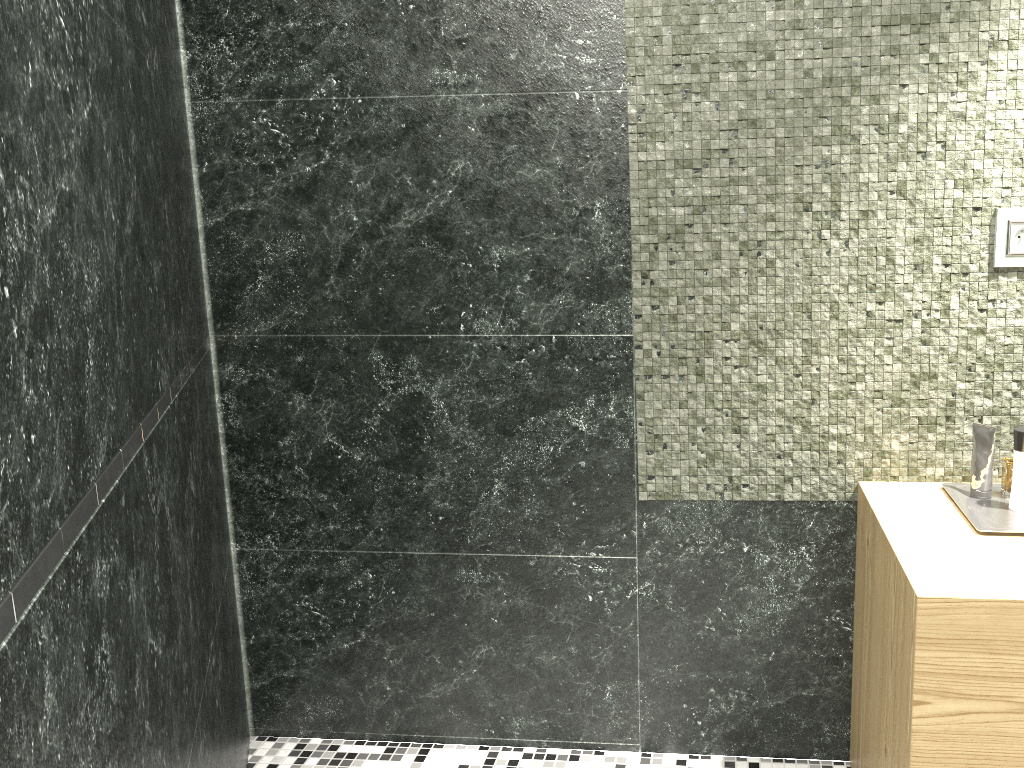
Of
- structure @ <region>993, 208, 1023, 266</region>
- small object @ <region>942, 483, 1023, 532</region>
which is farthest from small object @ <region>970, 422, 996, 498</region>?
structure @ <region>993, 208, 1023, 266</region>

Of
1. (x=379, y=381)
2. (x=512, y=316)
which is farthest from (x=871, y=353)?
(x=379, y=381)

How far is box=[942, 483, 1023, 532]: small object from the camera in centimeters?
164cm

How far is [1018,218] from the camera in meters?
1.8

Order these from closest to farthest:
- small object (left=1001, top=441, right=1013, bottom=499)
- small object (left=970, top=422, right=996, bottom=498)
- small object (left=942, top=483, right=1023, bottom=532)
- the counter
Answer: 1. the counter
2. small object (left=942, top=483, right=1023, bottom=532)
3. small object (left=970, top=422, right=996, bottom=498)
4. small object (left=1001, top=441, right=1013, bottom=499)

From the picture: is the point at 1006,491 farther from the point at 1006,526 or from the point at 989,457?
the point at 1006,526

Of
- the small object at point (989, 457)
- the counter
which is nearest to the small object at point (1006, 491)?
the counter

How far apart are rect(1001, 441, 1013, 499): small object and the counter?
4.26m

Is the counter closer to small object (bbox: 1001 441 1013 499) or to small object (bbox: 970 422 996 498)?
small object (bbox: 970 422 996 498)

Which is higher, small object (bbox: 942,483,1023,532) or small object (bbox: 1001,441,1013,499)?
small object (bbox: 942,483,1023,532)
